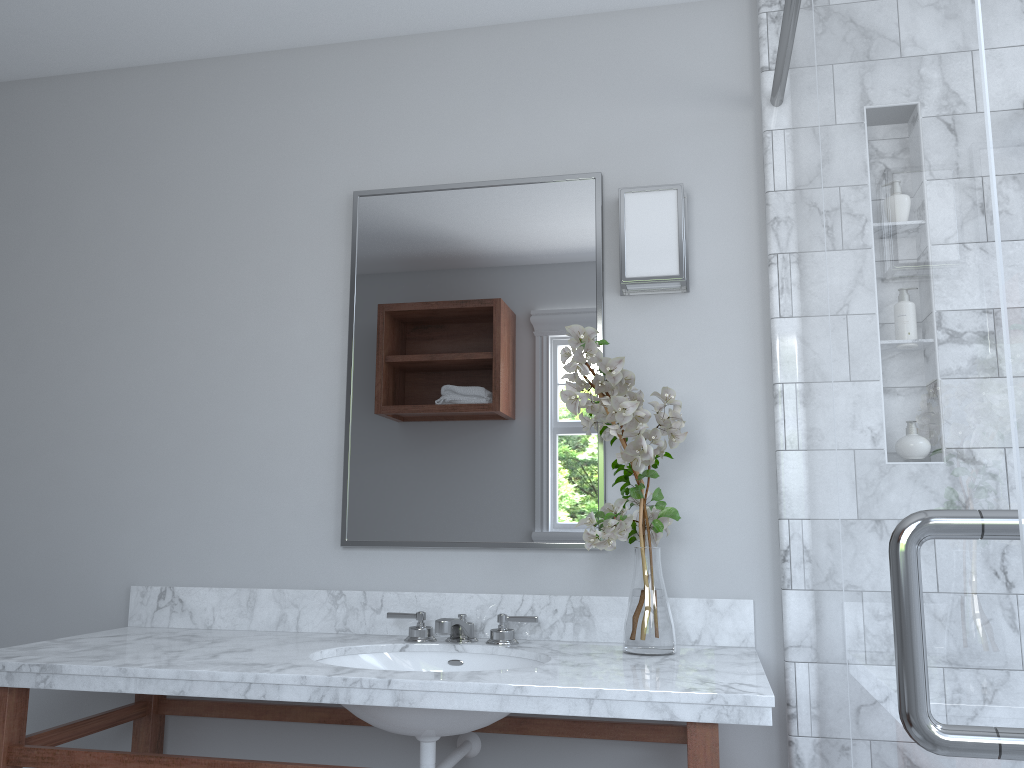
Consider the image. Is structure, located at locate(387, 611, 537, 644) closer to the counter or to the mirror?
the counter

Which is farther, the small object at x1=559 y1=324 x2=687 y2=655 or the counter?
the small object at x1=559 y1=324 x2=687 y2=655

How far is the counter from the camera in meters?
1.6

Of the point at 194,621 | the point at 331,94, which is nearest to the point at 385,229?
the point at 331,94

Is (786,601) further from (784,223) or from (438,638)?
(784,223)

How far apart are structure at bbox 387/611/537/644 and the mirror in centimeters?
18cm

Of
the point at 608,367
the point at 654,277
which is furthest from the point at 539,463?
the point at 654,277

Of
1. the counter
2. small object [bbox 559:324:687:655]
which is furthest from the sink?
small object [bbox 559:324:687:655]

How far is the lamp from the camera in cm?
219

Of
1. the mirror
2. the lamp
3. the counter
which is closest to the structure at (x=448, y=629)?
the counter
